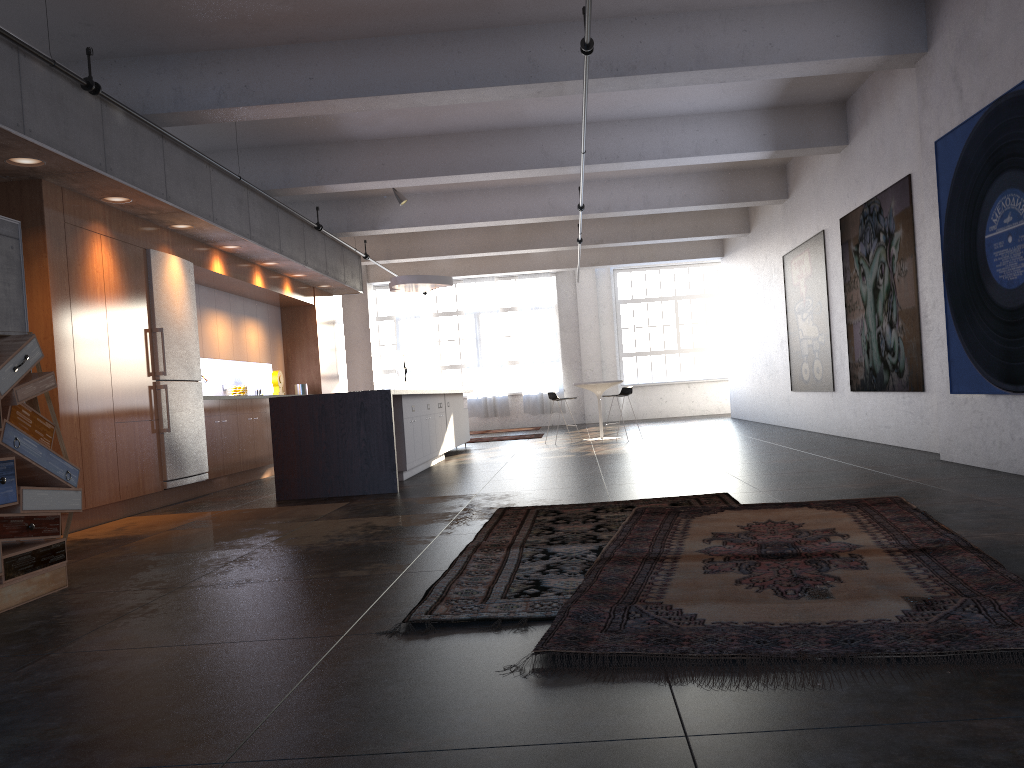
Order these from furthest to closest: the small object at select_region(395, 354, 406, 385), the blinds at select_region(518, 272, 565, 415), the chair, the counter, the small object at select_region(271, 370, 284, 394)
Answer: the blinds at select_region(518, 272, 565, 415) < the small object at select_region(395, 354, 406, 385) < the chair < the small object at select_region(271, 370, 284, 394) < the counter

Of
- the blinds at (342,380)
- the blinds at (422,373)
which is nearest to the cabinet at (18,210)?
the blinds at (422,373)

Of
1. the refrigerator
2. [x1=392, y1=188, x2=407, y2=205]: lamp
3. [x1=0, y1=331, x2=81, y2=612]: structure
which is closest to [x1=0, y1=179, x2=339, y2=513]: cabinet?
the refrigerator

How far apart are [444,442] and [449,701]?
9.7 meters

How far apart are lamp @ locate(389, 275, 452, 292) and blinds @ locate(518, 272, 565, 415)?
7.55m

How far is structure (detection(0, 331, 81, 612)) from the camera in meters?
4.2

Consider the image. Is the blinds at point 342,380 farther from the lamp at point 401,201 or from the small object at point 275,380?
the lamp at point 401,201

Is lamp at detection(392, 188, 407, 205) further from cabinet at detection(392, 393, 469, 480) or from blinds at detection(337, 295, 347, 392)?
blinds at detection(337, 295, 347, 392)

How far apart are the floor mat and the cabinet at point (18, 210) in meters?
4.5 m

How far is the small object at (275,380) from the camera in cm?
1288
